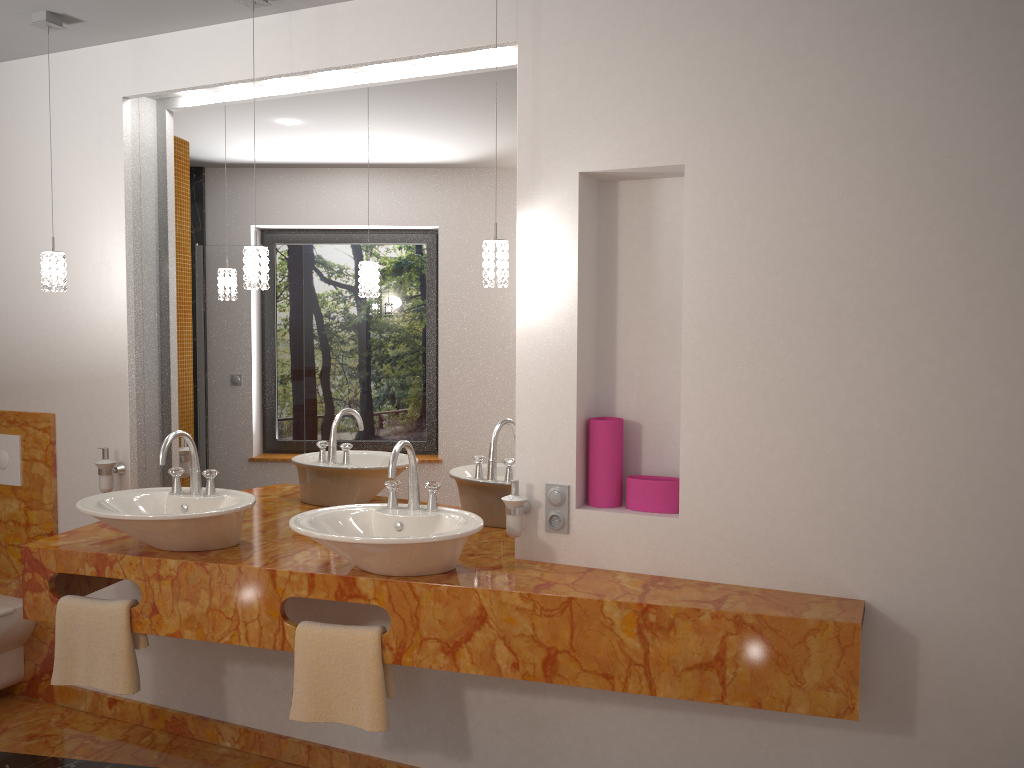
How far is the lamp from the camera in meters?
2.5

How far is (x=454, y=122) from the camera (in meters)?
2.79

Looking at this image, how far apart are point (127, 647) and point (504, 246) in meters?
1.6

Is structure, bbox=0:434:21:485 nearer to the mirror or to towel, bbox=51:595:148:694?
the mirror

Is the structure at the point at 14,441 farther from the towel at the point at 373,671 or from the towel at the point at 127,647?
the towel at the point at 373,671

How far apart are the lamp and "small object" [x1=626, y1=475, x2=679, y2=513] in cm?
66

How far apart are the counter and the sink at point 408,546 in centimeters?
2cm

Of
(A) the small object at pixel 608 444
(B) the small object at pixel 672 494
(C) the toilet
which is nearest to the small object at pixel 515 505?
(A) the small object at pixel 608 444

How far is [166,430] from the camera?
3.35m

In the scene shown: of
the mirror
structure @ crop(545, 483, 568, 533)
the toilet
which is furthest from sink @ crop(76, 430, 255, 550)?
the toilet
